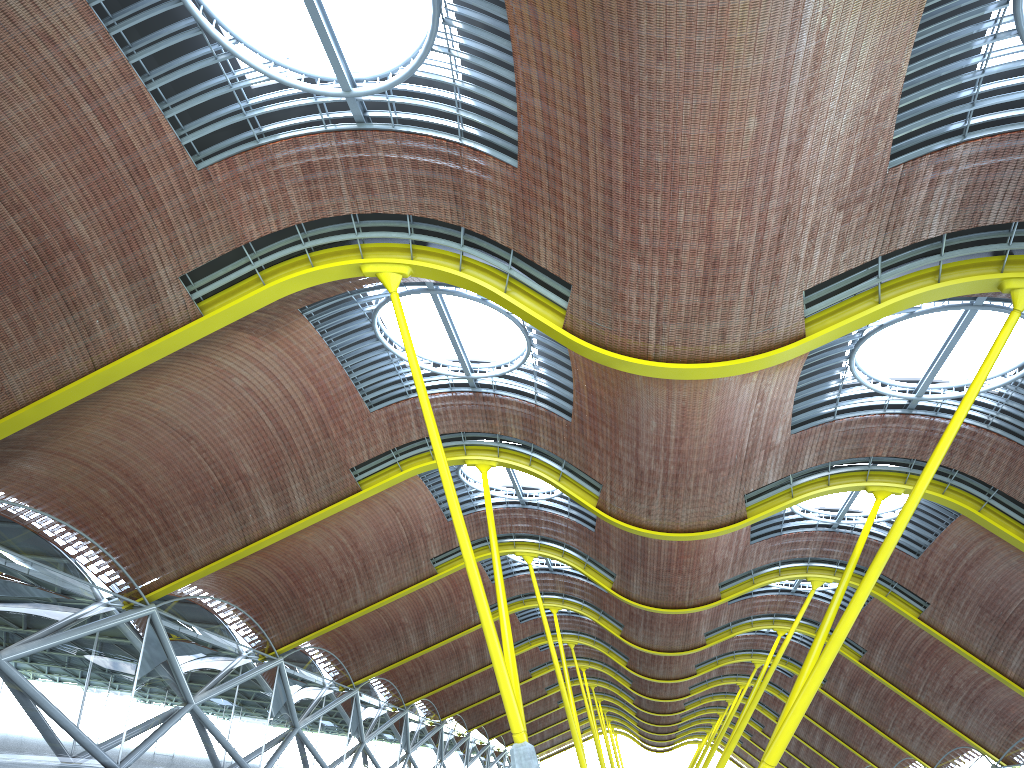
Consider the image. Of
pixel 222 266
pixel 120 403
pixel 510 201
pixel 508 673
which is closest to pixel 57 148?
pixel 222 266
